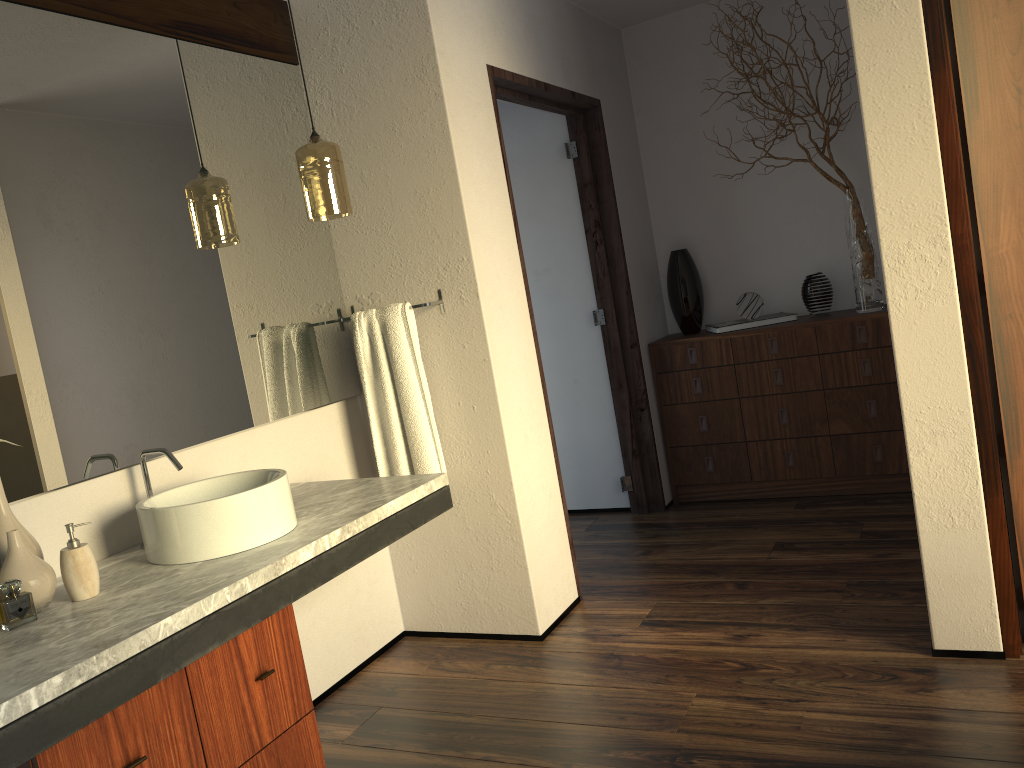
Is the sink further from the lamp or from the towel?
the lamp

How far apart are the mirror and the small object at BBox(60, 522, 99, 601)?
0.2 meters

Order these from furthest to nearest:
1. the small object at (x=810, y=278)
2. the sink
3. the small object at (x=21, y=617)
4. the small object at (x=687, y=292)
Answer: the small object at (x=21, y=617) → the small object at (x=687, y=292) → the small object at (x=810, y=278) → the sink

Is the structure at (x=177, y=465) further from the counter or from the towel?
the towel

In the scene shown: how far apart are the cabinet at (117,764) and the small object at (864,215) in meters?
2.9 m

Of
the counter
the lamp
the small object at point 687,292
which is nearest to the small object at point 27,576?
the counter

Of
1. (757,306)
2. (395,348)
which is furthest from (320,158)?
(757,306)

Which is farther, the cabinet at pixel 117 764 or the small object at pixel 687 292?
the small object at pixel 687 292

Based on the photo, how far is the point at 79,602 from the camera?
1.78m

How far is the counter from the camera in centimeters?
138cm
